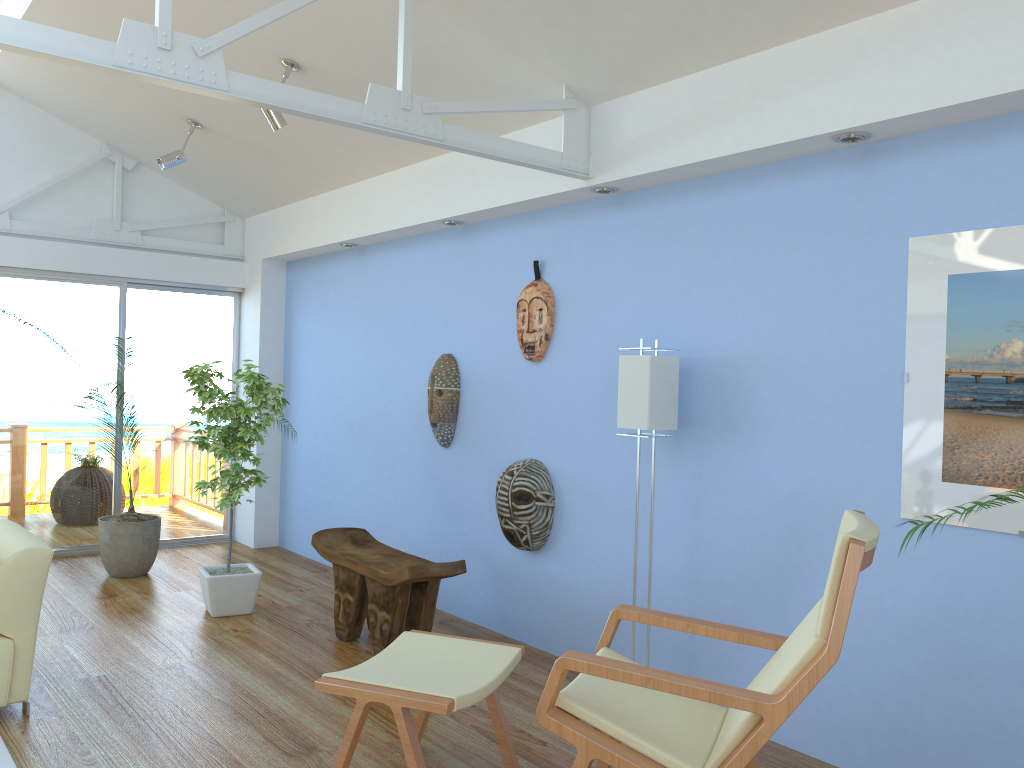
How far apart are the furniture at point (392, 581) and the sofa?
1.4 meters

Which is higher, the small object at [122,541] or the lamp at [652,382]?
the lamp at [652,382]

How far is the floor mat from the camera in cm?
293

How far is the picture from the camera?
2.7m

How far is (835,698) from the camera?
3.15m

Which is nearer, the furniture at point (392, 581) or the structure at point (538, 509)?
the furniture at point (392, 581)

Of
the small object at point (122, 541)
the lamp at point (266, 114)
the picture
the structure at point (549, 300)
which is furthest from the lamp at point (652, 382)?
the small object at point (122, 541)

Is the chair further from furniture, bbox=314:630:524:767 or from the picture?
the picture

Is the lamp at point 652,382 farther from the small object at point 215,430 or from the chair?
the small object at point 215,430

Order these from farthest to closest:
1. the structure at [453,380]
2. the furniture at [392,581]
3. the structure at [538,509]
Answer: the structure at [453,380], the structure at [538,509], the furniture at [392,581]
